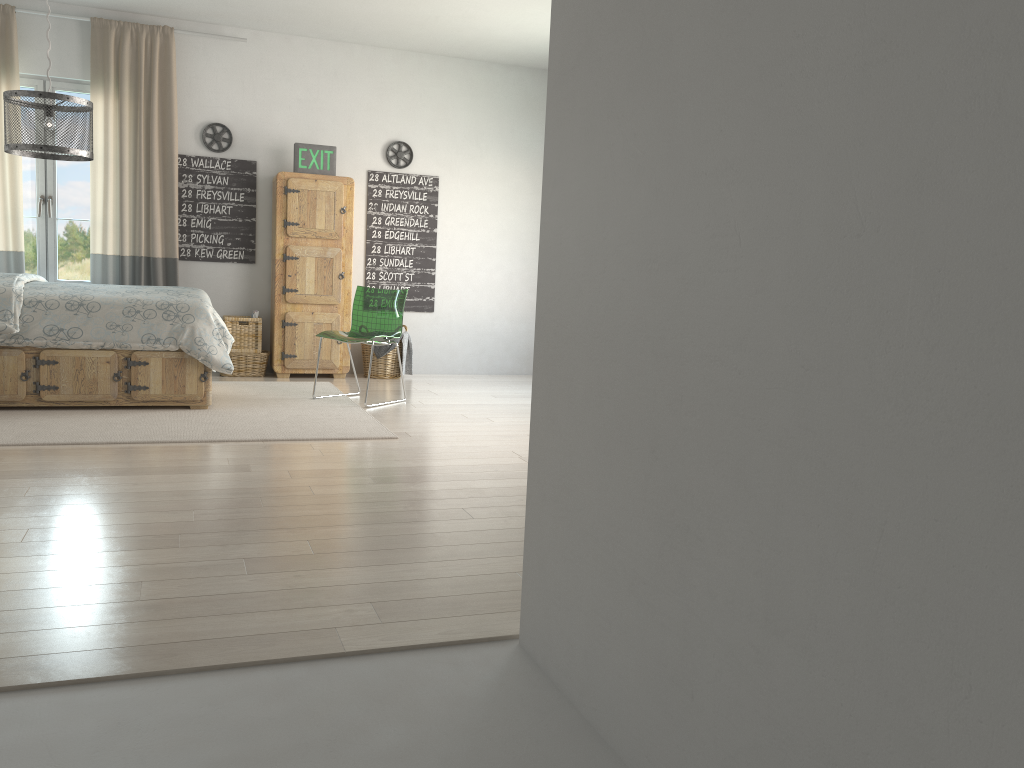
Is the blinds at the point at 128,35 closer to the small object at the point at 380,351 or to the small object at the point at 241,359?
the small object at the point at 241,359

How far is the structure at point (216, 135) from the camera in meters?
6.8 m

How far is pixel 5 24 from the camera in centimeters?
616cm

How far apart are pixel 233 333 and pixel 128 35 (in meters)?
2.26

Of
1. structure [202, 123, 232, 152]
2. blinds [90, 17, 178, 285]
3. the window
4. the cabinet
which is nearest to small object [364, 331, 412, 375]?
the cabinet

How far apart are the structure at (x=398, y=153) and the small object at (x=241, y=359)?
1.95m

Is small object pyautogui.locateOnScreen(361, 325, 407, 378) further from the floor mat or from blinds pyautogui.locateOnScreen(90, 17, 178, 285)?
blinds pyautogui.locateOnScreen(90, 17, 178, 285)

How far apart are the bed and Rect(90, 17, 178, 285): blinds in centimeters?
95cm

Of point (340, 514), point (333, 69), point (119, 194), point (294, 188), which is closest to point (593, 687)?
point (340, 514)

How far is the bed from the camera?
4.8m
